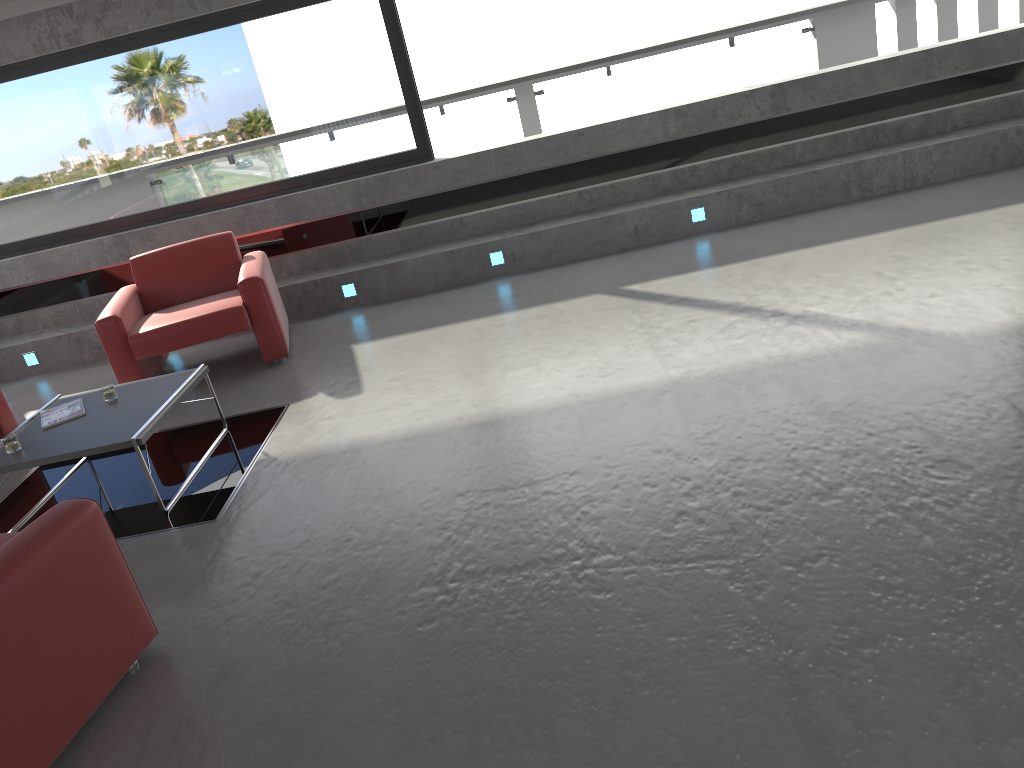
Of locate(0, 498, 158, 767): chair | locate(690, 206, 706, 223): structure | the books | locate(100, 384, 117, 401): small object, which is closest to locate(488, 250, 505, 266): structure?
locate(690, 206, 706, 223): structure

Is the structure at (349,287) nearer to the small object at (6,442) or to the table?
the table

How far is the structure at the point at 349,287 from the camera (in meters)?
7.37

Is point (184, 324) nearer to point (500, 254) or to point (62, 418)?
point (62, 418)

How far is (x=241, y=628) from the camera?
3.4m

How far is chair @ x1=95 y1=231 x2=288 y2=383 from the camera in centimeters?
609cm

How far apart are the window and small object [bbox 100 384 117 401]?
3.1 meters

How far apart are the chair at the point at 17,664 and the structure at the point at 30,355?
4.86m

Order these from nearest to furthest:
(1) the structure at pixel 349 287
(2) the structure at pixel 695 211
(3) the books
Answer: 1. (3) the books
2. (2) the structure at pixel 695 211
3. (1) the structure at pixel 349 287

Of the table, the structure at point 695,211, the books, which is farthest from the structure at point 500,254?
the books
